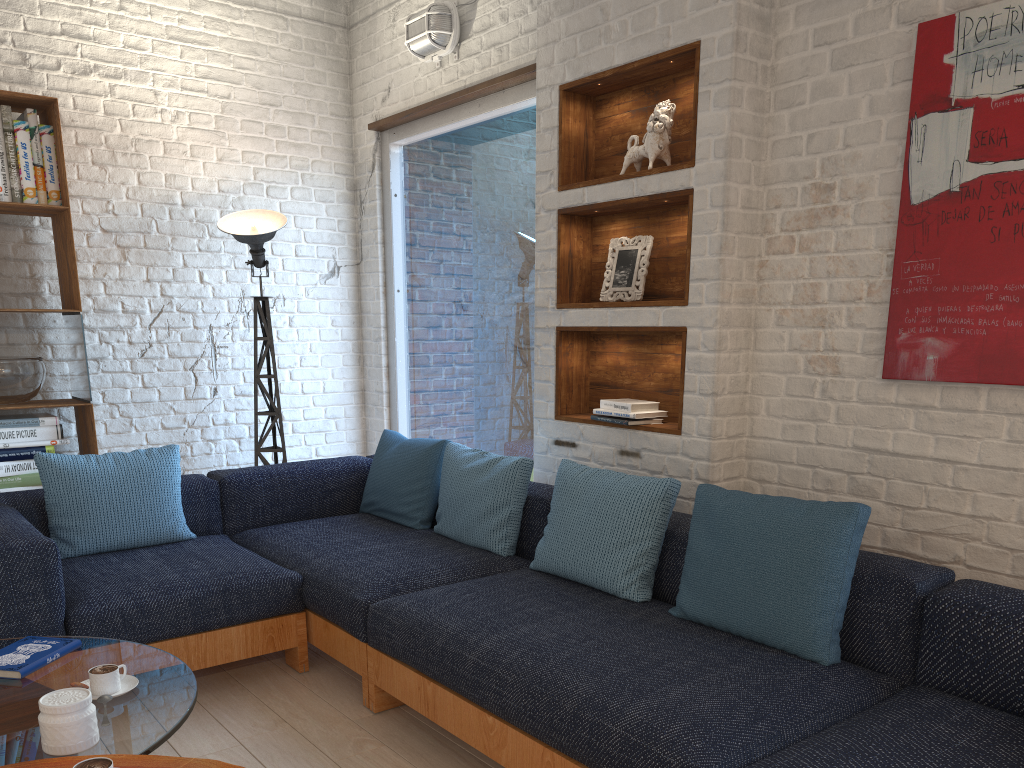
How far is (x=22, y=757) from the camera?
1.7m

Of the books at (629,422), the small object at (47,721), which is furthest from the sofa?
the small object at (47,721)

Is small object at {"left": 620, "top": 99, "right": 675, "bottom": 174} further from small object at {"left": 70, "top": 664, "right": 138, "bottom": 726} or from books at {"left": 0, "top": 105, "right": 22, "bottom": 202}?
books at {"left": 0, "top": 105, "right": 22, "bottom": 202}

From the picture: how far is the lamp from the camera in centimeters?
432cm

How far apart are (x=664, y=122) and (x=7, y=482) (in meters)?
3.15

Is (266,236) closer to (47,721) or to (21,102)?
(21,102)

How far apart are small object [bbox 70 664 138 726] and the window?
2.4 meters

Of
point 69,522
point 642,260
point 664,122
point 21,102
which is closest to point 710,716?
point 642,260

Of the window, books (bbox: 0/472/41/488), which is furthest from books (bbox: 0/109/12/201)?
the window

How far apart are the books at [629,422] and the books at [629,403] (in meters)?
0.05
